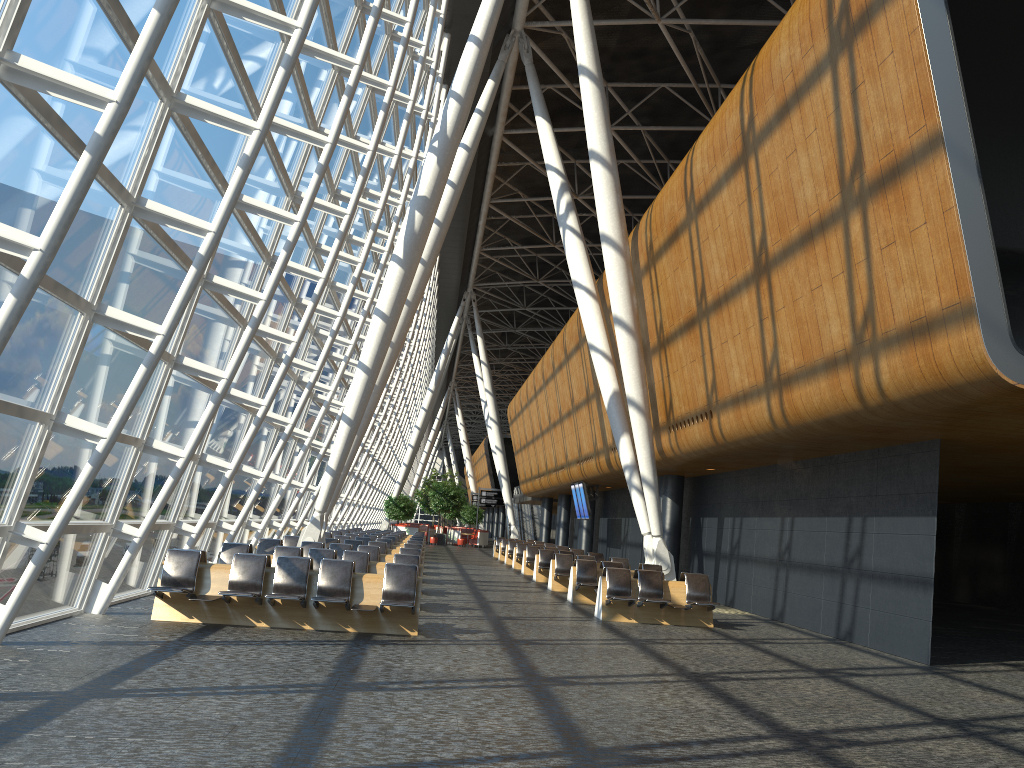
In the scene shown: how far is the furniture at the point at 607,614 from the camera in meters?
14.3

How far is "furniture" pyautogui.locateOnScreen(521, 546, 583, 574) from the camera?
26.1 meters

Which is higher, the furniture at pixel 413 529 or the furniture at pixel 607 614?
the furniture at pixel 413 529

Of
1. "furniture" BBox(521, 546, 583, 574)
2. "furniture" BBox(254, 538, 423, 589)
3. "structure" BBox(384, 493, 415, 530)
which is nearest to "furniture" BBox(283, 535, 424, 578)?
"furniture" BBox(254, 538, 423, 589)

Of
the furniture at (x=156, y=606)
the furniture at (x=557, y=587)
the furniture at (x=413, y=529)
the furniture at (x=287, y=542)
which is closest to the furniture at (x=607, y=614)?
the furniture at (x=156, y=606)

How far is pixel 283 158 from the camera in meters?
13.5 m

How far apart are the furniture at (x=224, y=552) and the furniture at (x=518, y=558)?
14.91m

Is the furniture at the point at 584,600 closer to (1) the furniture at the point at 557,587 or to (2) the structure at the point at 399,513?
(1) the furniture at the point at 557,587

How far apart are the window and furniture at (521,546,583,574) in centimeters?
690cm

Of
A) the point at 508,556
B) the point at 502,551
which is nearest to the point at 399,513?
the point at 502,551
